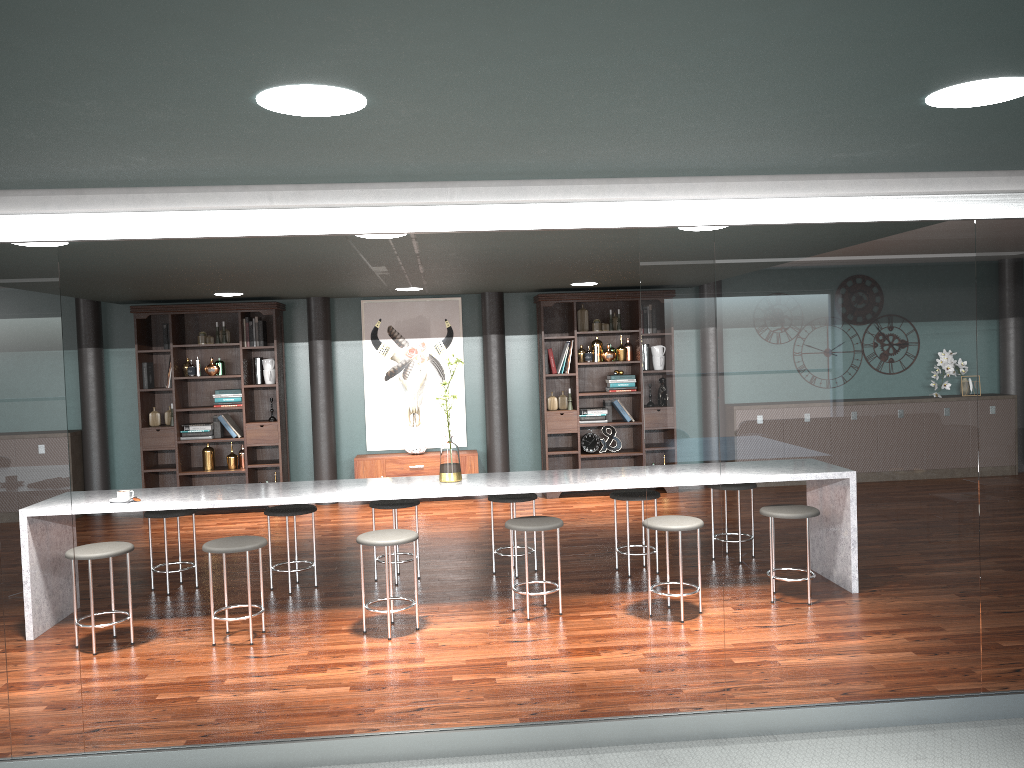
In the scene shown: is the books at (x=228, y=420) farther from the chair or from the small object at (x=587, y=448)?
the small object at (x=587, y=448)

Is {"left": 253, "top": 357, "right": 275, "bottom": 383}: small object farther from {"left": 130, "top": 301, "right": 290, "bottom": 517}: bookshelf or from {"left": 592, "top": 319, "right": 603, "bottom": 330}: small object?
{"left": 592, "top": 319, "right": 603, "bottom": 330}: small object

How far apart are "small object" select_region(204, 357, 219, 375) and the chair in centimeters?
303cm

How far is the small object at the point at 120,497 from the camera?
4.8 meters

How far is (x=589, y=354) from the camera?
8.7m

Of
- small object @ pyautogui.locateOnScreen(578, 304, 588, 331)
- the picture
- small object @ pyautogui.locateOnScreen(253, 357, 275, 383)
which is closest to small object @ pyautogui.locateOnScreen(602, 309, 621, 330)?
small object @ pyautogui.locateOnScreen(578, 304, 588, 331)

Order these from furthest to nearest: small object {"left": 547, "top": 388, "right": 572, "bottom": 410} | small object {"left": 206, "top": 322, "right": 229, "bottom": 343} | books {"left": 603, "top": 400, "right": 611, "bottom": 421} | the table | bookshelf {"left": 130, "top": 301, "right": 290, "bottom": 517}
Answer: books {"left": 603, "top": 400, "right": 611, "bottom": 421}
small object {"left": 547, "top": 388, "right": 572, "bottom": 410}
small object {"left": 206, "top": 322, "right": 229, "bottom": 343}
bookshelf {"left": 130, "top": 301, "right": 290, "bottom": 517}
the table

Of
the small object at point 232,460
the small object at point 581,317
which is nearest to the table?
the small object at point 232,460

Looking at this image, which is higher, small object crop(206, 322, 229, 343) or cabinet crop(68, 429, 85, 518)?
small object crop(206, 322, 229, 343)

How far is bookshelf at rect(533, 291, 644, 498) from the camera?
8.6m
